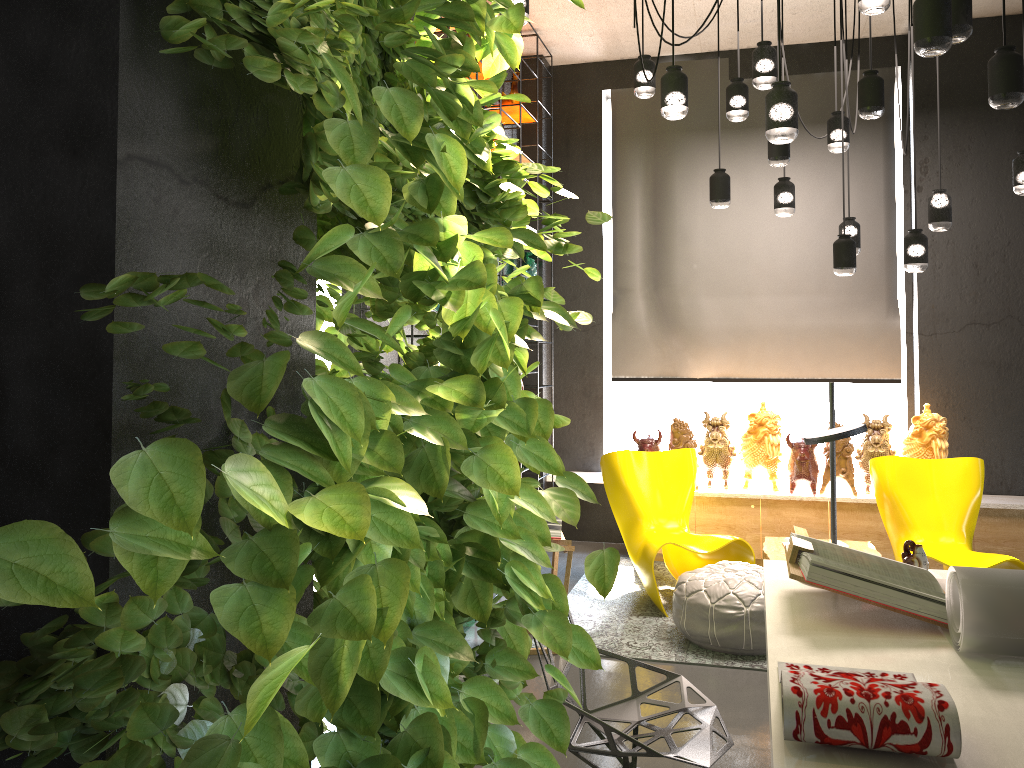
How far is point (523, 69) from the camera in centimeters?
703cm

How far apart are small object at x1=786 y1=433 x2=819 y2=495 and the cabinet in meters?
0.0

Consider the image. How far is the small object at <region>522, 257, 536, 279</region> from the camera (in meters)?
6.80

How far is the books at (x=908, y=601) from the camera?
2.2 meters

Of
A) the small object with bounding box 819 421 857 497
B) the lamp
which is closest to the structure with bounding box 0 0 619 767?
the lamp

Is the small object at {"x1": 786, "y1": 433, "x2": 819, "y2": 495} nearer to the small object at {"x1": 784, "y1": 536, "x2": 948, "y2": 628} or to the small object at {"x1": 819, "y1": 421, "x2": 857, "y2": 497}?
the small object at {"x1": 819, "y1": 421, "x2": 857, "y2": 497}

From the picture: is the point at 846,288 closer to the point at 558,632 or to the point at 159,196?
the point at 558,632

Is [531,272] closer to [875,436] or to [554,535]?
[875,436]

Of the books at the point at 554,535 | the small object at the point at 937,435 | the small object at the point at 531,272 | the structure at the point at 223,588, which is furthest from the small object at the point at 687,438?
the structure at the point at 223,588

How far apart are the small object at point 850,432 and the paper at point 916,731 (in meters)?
0.87
